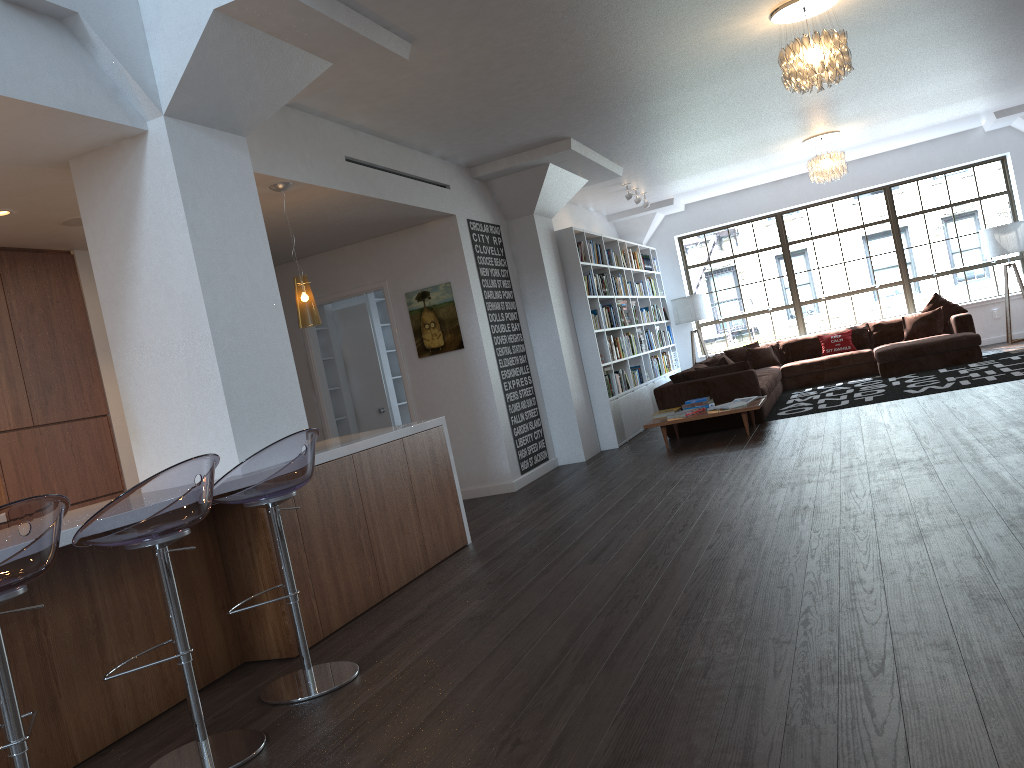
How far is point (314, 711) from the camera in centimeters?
326cm

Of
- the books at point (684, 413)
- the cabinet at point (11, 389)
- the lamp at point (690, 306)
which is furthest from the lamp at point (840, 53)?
the lamp at point (690, 306)

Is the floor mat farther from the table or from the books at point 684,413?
the books at point 684,413

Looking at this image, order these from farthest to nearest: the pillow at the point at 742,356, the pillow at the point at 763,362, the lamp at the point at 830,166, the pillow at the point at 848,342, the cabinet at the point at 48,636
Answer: the pillow at the point at 742,356, the pillow at the point at 763,362, the pillow at the point at 848,342, the lamp at the point at 830,166, the cabinet at the point at 48,636

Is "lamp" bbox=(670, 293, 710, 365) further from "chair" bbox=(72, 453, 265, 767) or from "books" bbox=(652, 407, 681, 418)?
"chair" bbox=(72, 453, 265, 767)

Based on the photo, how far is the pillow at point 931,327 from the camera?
11.48m

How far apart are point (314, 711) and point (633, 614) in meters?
1.3

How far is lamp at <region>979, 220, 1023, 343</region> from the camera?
11.7 meters

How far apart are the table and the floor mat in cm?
87

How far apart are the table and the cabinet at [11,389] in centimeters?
470cm
